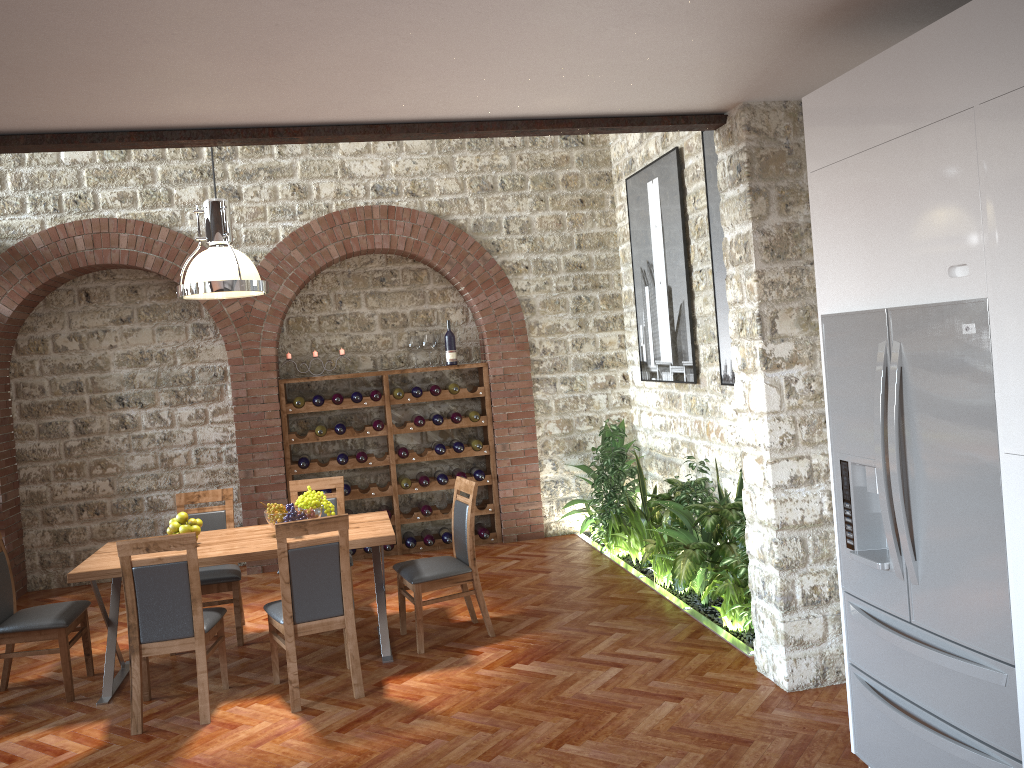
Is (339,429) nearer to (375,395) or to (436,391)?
(375,395)

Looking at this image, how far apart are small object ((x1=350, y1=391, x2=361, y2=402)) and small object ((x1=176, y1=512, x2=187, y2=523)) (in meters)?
2.77

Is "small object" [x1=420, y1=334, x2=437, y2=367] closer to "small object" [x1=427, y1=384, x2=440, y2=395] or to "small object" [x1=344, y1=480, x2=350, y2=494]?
"small object" [x1=427, y1=384, x2=440, y2=395]

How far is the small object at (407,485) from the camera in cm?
811

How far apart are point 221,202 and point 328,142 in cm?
142

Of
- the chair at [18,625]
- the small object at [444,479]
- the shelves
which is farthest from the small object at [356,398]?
the chair at [18,625]

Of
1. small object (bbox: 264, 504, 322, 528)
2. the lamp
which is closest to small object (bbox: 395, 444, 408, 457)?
small object (bbox: 264, 504, 322, 528)

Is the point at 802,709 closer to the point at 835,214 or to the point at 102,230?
the point at 835,214

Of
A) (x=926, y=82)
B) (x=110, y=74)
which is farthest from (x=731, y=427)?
(x=110, y=74)

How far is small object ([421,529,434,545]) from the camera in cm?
822
